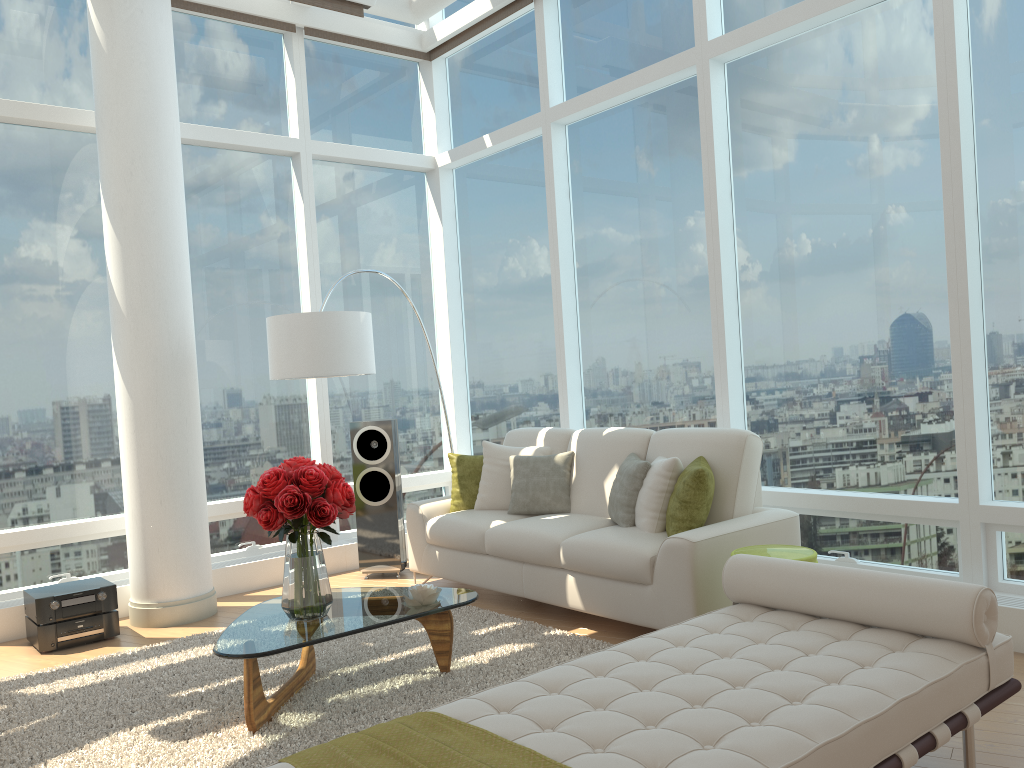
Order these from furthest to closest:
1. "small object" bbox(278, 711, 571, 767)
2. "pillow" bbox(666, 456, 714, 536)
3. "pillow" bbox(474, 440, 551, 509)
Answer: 1. "pillow" bbox(474, 440, 551, 509)
2. "pillow" bbox(666, 456, 714, 536)
3. "small object" bbox(278, 711, 571, 767)

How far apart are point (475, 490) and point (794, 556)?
2.6m

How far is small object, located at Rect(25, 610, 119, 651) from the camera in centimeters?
507cm

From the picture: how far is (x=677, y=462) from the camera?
4.76m

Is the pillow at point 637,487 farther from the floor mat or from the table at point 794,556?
the table at point 794,556

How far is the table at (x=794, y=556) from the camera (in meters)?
3.94

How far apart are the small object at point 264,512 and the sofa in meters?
1.4

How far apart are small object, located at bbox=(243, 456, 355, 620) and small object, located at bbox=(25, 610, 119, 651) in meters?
2.0

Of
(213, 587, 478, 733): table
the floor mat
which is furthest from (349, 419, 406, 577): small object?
(213, 587, 478, 733): table

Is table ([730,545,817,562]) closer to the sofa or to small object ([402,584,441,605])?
the sofa
